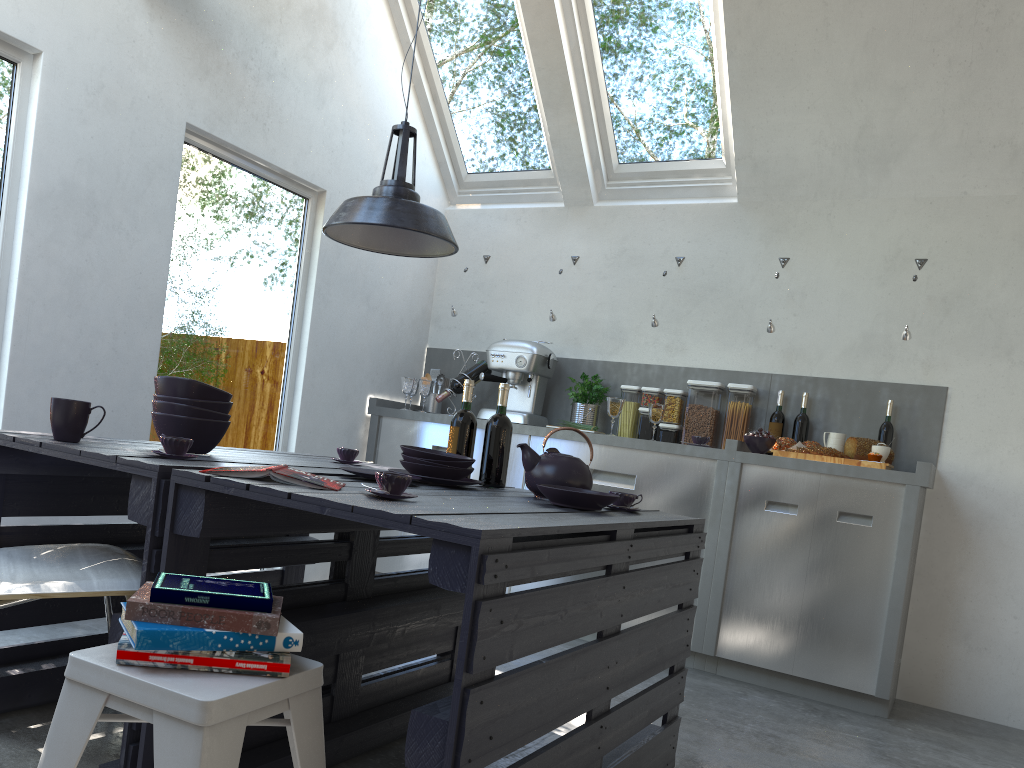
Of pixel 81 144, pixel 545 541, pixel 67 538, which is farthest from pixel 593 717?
pixel 81 144

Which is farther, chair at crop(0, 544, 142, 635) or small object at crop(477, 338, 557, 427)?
small object at crop(477, 338, 557, 427)

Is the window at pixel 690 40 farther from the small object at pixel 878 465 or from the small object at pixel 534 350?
the small object at pixel 878 465

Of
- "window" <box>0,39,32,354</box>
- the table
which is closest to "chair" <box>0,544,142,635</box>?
the table

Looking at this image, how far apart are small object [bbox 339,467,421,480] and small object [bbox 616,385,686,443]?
2.5 meters

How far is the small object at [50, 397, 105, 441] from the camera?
2.2 meters

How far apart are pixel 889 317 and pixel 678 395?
1.12m

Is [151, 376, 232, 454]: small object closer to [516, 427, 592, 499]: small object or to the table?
the table

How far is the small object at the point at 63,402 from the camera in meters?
2.2 m

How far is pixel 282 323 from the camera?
4.5m
